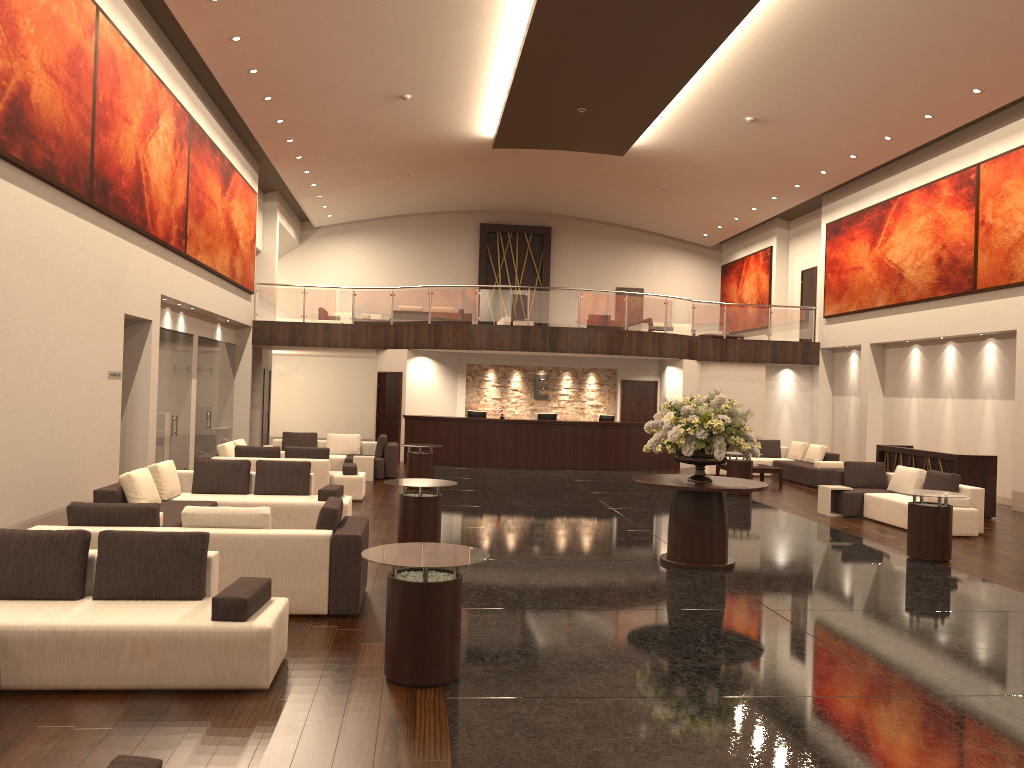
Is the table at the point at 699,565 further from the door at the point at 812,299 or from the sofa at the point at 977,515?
the door at the point at 812,299

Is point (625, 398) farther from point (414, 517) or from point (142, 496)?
point (142, 496)

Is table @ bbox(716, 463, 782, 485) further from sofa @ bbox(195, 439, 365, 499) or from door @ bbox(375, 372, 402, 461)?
sofa @ bbox(195, 439, 365, 499)

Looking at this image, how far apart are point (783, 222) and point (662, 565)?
19.84m

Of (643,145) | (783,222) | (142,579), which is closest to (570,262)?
(783,222)

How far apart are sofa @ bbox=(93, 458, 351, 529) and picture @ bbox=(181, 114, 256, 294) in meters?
5.7

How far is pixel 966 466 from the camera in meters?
14.6 m

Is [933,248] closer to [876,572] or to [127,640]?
[876,572]

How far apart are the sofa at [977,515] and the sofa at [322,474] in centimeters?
773cm

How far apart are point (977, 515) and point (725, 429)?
5.4m
